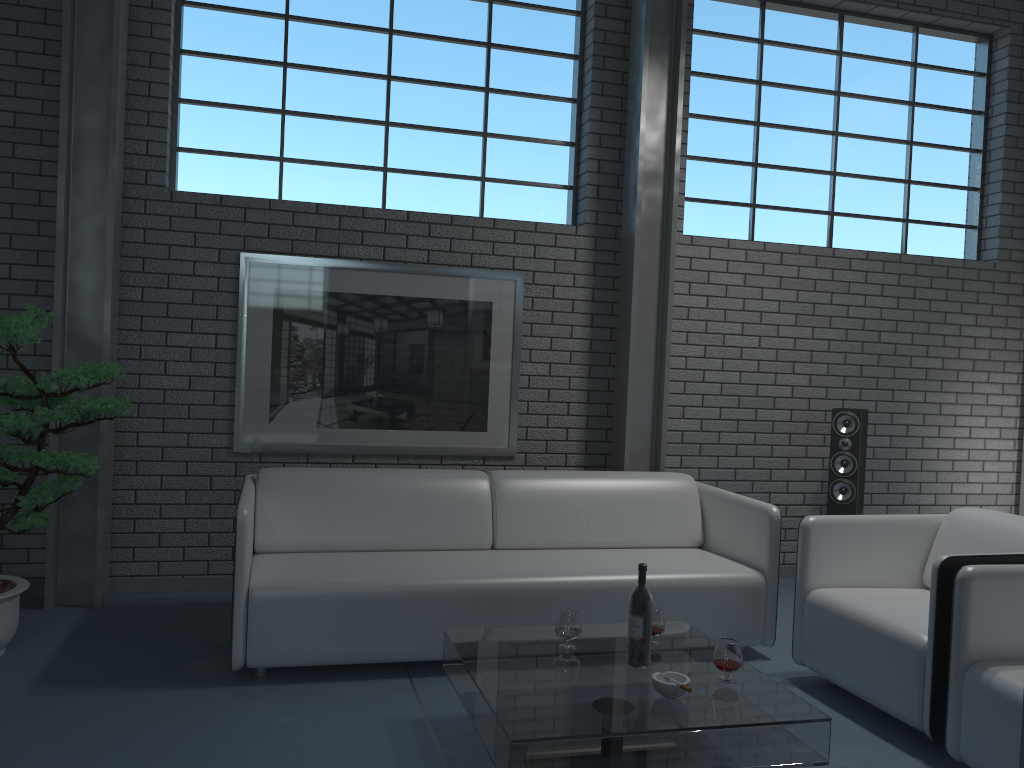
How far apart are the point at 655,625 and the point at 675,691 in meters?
0.5

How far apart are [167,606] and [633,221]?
3.0m

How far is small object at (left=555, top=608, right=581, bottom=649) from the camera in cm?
286

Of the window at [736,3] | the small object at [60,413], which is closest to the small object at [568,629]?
the small object at [60,413]

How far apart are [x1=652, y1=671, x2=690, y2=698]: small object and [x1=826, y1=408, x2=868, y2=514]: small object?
2.75m

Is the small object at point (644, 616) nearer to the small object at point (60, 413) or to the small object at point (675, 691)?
the small object at point (675, 691)

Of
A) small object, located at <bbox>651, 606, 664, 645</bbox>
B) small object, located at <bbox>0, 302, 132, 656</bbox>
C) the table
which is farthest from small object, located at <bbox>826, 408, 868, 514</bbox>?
small object, located at <bbox>0, 302, 132, 656</bbox>

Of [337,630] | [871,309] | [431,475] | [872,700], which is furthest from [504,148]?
[872,700]

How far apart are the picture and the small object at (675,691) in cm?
242

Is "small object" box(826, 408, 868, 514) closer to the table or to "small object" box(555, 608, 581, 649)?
the table
